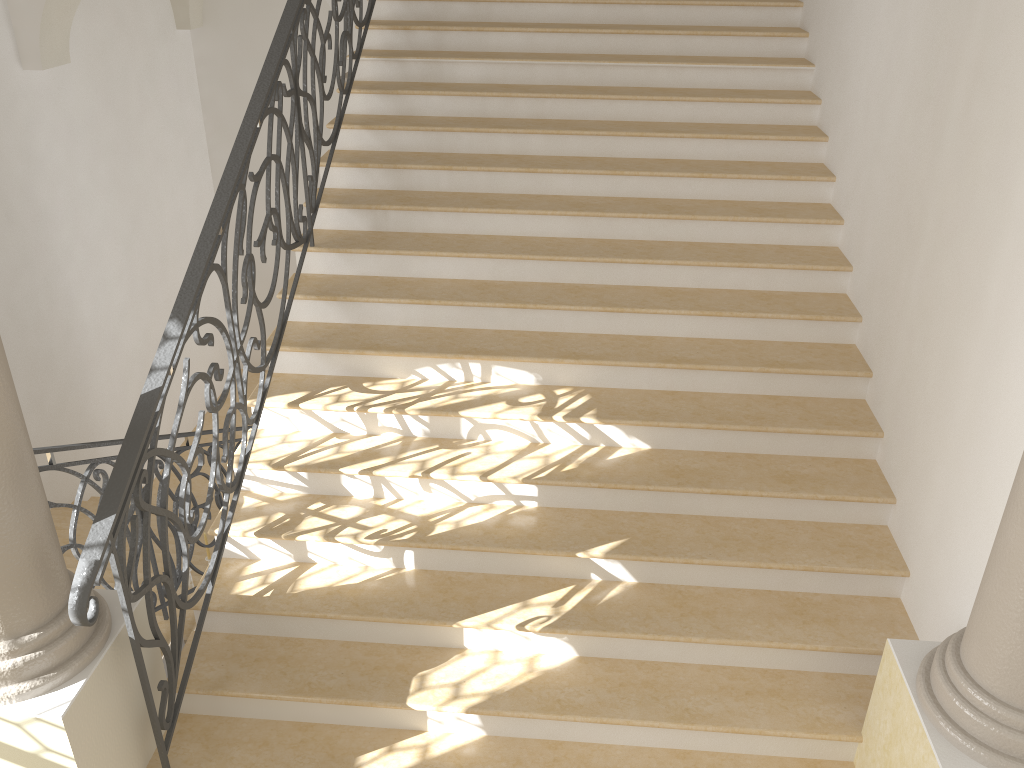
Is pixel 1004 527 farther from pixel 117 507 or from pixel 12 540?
pixel 12 540

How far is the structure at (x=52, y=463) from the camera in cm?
382

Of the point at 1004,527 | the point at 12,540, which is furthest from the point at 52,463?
the point at 1004,527

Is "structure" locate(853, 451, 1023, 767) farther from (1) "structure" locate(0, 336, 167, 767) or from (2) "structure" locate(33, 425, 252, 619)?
(2) "structure" locate(33, 425, 252, 619)

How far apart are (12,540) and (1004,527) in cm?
297

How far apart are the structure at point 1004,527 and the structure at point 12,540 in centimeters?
271cm

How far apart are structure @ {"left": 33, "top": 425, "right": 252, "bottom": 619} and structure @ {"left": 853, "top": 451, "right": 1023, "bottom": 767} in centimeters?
340cm

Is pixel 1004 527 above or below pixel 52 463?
above

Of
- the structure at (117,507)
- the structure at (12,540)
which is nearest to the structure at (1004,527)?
the structure at (117,507)

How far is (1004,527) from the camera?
2.57m
